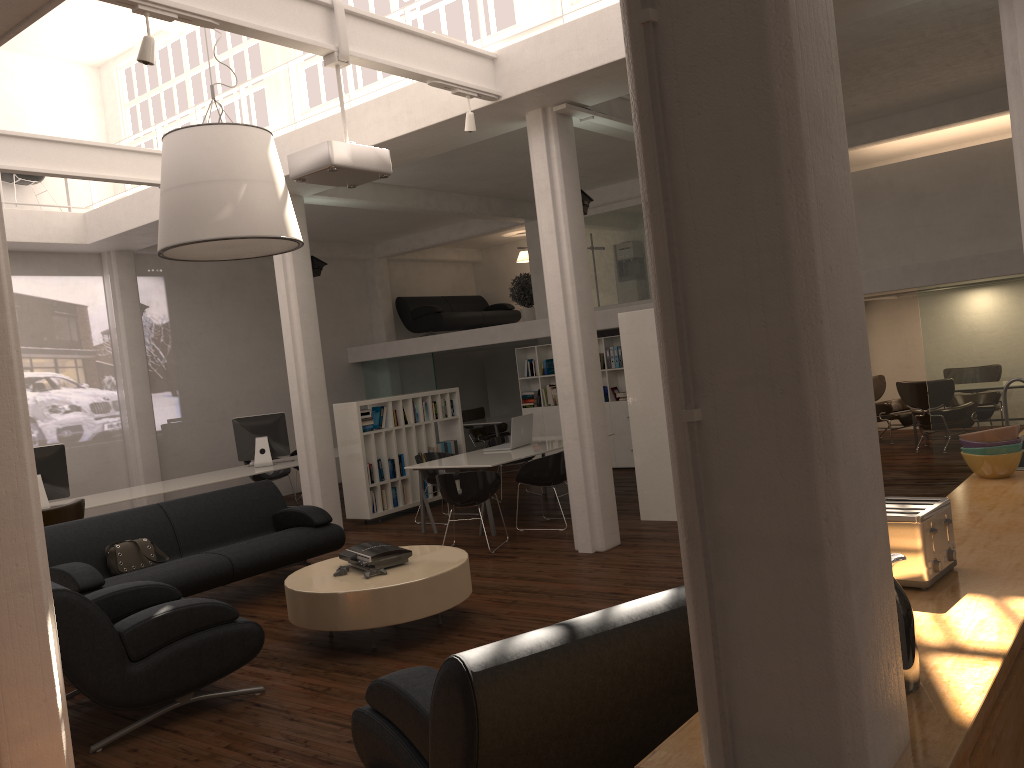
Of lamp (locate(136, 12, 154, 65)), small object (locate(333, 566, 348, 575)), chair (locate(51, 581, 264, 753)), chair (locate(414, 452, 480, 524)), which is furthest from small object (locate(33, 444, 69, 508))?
lamp (locate(136, 12, 154, 65))

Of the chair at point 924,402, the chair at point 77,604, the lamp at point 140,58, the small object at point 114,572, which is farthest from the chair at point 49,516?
the chair at point 924,402

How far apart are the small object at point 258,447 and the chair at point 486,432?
6.76m

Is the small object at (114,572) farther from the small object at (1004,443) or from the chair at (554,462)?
the small object at (1004,443)

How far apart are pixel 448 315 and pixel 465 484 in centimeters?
1042cm

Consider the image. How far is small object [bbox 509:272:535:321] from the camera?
18.7 meters

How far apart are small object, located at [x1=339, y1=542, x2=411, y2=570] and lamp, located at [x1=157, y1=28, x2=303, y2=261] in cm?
297

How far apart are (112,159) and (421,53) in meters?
4.8

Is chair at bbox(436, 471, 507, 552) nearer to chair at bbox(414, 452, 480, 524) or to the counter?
chair at bbox(414, 452, 480, 524)

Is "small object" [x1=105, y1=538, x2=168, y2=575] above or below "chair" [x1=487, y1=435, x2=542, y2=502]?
below
